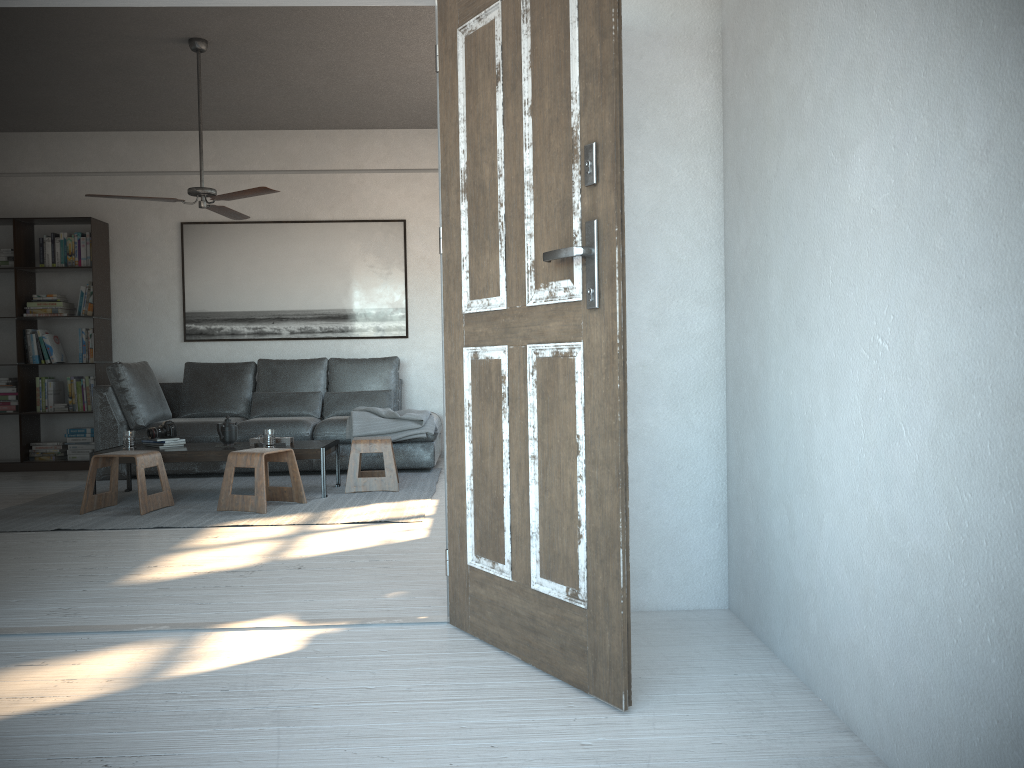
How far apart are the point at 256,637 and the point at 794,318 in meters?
1.9 m

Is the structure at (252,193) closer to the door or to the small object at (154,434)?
the small object at (154,434)

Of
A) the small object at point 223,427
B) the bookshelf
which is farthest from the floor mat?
the bookshelf

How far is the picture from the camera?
7.7 meters

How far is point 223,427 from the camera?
5.77m

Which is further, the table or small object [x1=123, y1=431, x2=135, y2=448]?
small object [x1=123, y1=431, x2=135, y2=448]

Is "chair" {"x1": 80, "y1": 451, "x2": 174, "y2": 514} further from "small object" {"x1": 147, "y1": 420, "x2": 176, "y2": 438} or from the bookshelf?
the bookshelf

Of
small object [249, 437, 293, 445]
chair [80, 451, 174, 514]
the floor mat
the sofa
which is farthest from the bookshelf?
small object [249, 437, 293, 445]

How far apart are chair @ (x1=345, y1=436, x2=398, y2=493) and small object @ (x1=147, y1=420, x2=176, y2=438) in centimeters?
120cm

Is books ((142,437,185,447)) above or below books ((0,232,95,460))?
below
